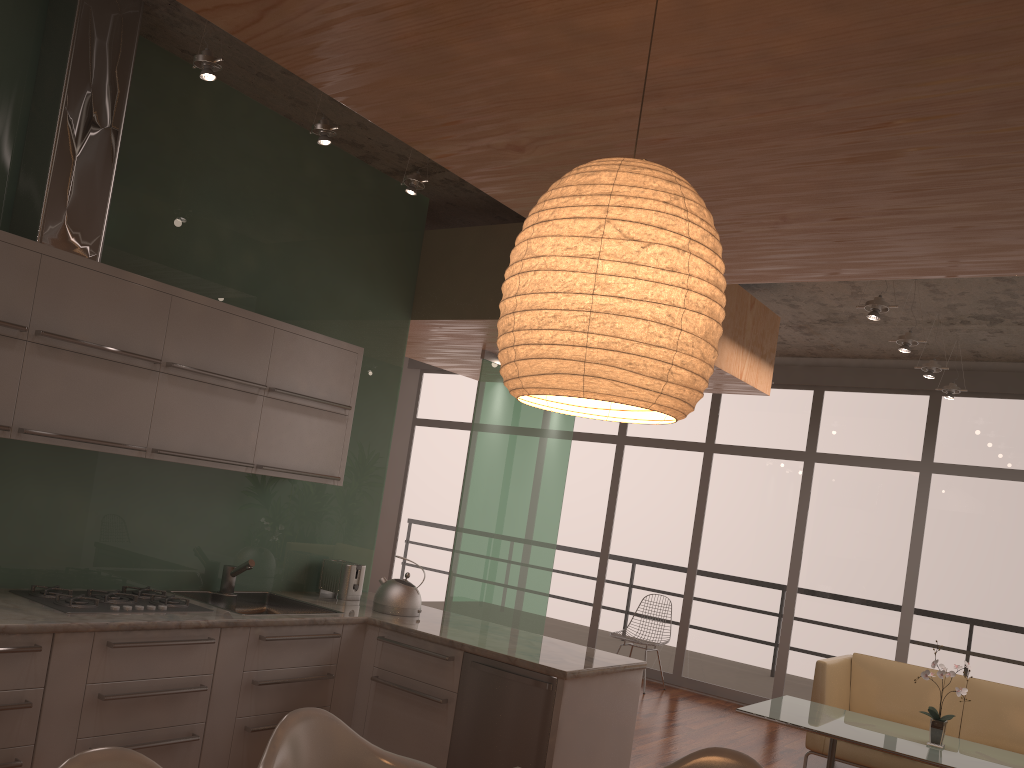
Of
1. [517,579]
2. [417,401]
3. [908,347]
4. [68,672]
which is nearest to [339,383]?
[68,672]

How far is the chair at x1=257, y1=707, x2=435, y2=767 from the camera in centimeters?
246cm

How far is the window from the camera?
7.5 meters

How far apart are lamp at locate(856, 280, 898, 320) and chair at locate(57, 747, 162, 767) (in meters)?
4.36

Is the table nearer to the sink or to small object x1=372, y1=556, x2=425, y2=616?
small object x1=372, y1=556, x2=425, y2=616

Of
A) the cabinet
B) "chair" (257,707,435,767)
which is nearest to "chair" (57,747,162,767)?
"chair" (257,707,435,767)

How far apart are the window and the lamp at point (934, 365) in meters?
1.6 m

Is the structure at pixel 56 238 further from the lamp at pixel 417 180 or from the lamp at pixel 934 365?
the lamp at pixel 934 365

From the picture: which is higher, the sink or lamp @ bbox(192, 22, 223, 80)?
lamp @ bbox(192, 22, 223, 80)

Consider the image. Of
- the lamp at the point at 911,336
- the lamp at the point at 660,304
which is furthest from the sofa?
the lamp at the point at 660,304
